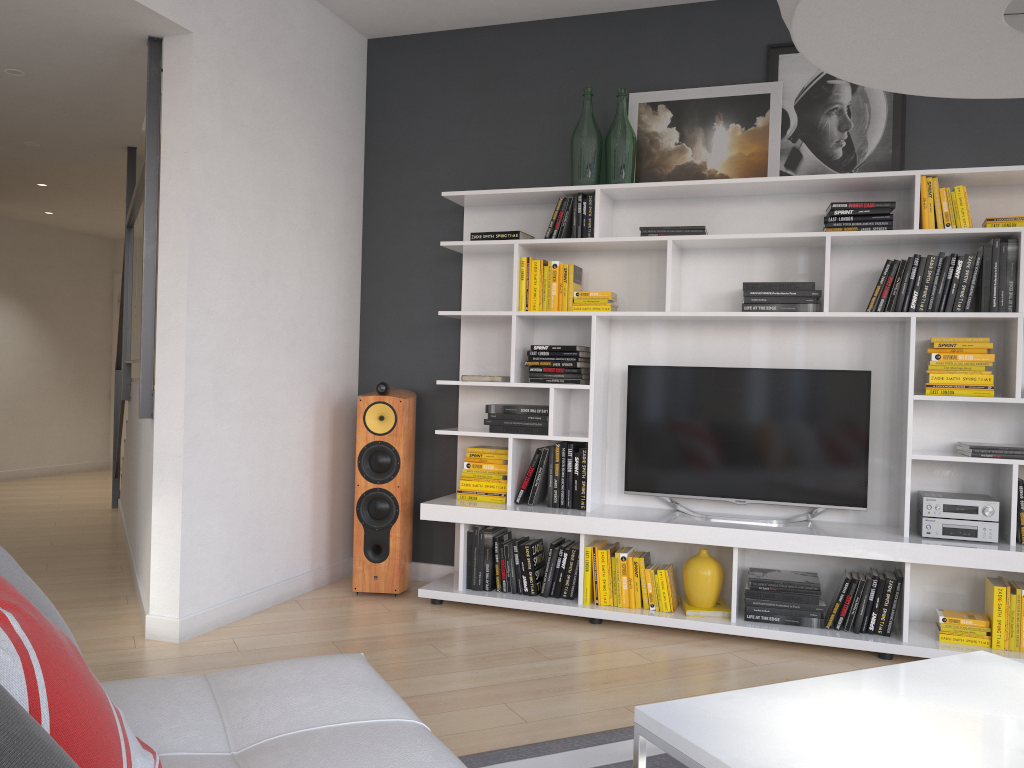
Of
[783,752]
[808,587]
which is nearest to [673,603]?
[808,587]

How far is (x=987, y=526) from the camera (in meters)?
3.66

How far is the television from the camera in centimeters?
400cm

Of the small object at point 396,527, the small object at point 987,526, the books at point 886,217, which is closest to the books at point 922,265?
the books at point 886,217

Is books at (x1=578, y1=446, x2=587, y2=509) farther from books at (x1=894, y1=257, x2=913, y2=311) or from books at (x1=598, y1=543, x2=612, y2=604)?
books at (x1=894, y1=257, x2=913, y2=311)

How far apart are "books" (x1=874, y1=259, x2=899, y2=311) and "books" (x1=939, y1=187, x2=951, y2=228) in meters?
0.2 m

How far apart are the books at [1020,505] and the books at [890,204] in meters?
1.3 m

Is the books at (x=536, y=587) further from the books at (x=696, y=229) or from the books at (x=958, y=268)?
the books at (x=958, y=268)

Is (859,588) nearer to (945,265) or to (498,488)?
(945,265)

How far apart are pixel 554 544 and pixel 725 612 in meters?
0.8
